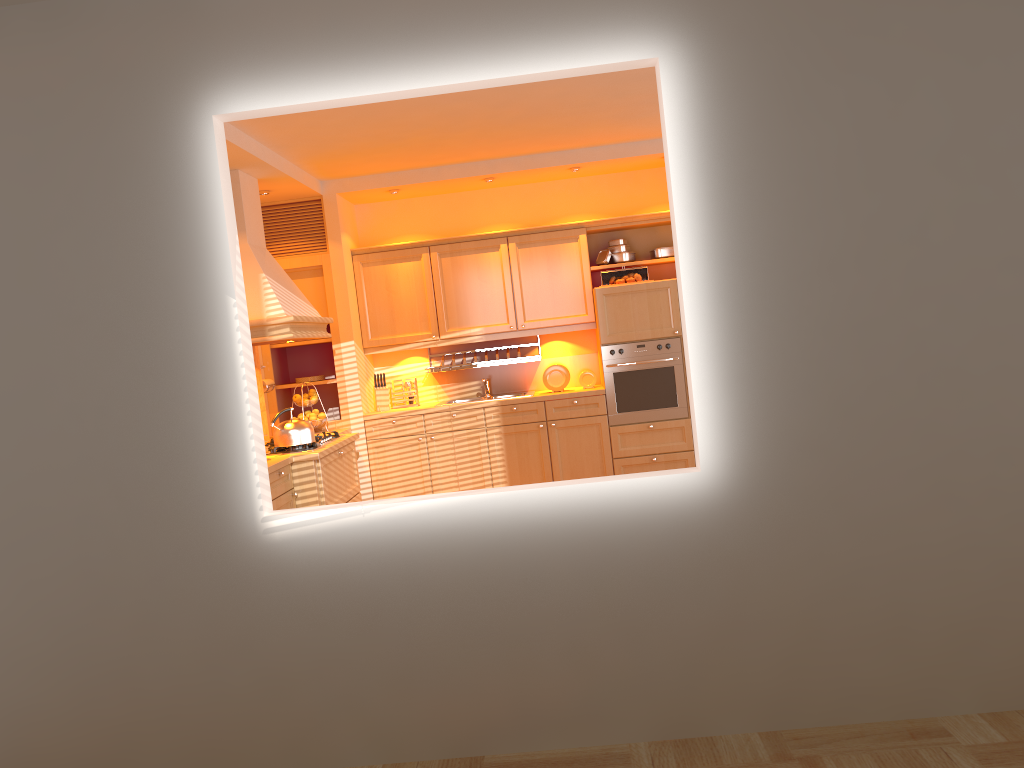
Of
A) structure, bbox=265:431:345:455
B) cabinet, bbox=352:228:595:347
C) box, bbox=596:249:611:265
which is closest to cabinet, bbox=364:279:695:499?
cabinet, bbox=352:228:595:347

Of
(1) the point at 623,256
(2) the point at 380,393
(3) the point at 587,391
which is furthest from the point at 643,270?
(2) the point at 380,393

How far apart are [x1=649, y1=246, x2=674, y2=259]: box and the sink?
1.7 meters

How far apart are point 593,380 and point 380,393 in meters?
1.6 m

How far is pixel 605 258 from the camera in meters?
6.8

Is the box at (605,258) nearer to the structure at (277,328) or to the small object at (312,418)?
the structure at (277,328)

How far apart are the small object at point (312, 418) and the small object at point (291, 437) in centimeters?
105cm

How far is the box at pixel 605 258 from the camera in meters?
6.8 m

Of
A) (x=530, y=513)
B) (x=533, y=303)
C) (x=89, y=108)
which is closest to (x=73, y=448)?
(x=89, y=108)

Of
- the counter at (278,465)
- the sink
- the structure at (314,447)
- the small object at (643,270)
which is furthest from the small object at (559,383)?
the structure at (314,447)
